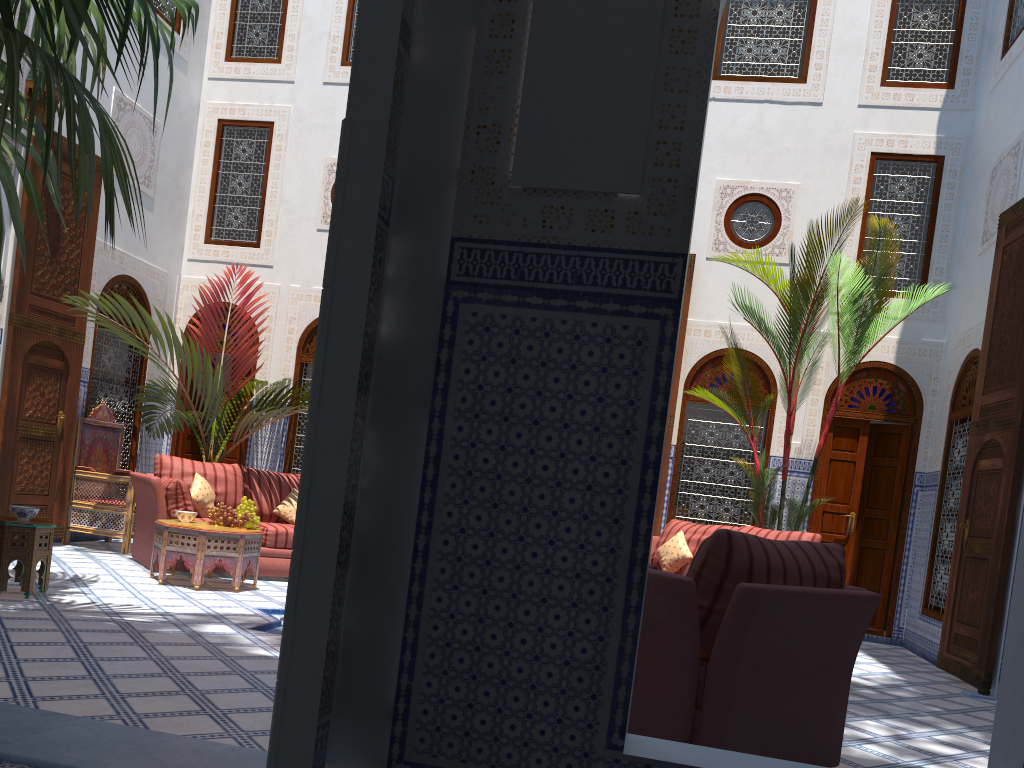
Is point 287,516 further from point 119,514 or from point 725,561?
point 725,561

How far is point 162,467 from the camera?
5.4m

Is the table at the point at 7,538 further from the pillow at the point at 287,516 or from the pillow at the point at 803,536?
the pillow at the point at 803,536

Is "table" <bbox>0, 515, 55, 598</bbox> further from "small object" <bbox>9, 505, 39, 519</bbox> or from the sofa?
the sofa

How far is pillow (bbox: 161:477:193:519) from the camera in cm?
496

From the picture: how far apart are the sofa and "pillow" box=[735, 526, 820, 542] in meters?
2.7 m

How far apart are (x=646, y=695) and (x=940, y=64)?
8.2 meters

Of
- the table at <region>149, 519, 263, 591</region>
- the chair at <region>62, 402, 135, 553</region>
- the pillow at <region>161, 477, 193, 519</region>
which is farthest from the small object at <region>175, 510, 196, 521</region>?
the chair at <region>62, 402, 135, 553</region>

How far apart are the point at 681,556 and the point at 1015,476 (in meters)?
1.75

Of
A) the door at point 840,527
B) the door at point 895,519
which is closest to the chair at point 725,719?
the door at point 840,527
